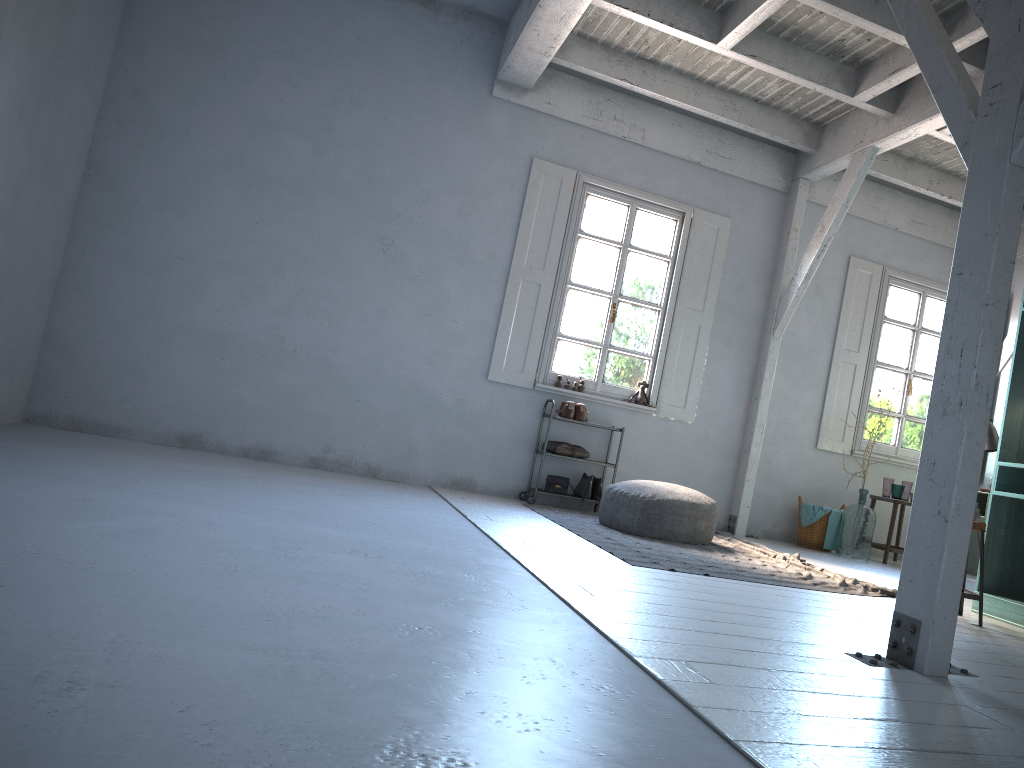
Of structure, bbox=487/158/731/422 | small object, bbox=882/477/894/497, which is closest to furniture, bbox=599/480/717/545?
structure, bbox=487/158/731/422

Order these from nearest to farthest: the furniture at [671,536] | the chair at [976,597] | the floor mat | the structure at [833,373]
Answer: the chair at [976,597]
the floor mat
the furniture at [671,536]
the structure at [833,373]

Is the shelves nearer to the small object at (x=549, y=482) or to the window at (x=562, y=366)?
the small object at (x=549, y=482)

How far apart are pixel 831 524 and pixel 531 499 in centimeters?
308cm

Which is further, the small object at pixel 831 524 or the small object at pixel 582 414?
the small object at pixel 831 524

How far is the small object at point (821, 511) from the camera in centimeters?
882cm

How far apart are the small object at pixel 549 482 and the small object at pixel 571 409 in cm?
63

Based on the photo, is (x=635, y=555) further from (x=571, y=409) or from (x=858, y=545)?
(x=858, y=545)

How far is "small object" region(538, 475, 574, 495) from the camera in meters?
8.4 m

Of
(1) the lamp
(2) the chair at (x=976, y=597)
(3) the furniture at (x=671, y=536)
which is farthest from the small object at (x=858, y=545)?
(2) the chair at (x=976, y=597)
